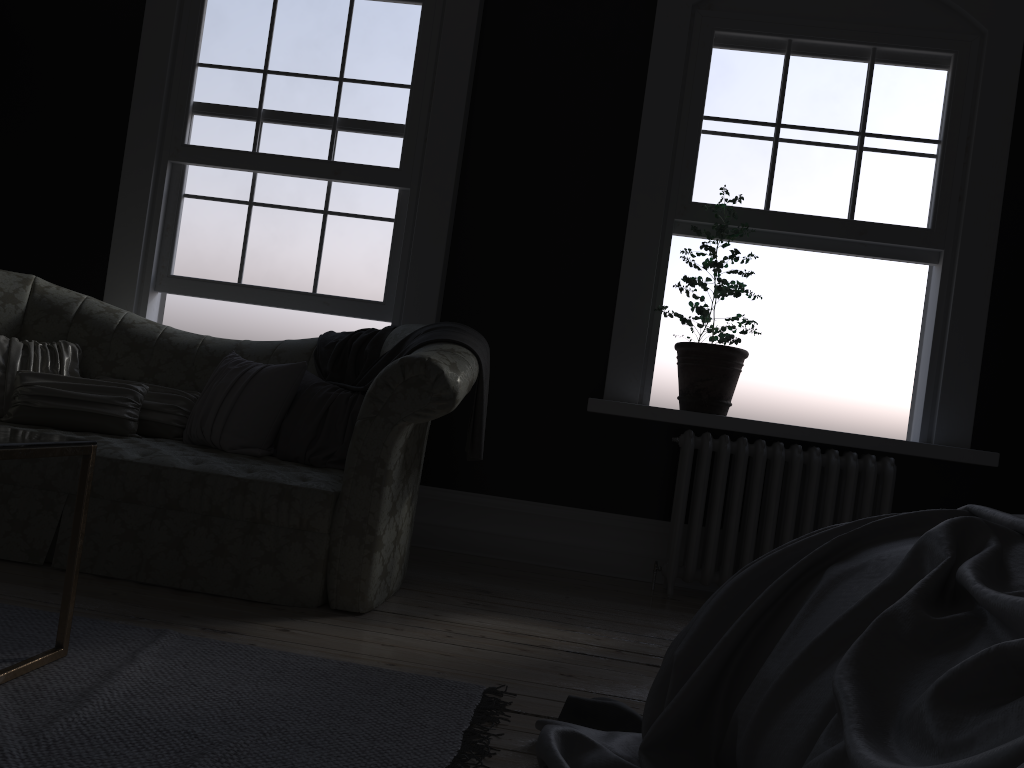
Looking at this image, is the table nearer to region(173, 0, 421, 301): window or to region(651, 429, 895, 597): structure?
region(173, 0, 421, 301): window

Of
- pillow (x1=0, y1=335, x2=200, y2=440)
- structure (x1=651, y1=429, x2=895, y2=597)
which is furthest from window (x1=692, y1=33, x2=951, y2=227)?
pillow (x1=0, y1=335, x2=200, y2=440)

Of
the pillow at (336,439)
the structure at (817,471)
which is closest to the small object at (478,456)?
the pillow at (336,439)

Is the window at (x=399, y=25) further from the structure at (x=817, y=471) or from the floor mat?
the floor mat

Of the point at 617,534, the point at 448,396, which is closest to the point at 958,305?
the point at 617,534

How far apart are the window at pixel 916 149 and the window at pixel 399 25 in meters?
1.6 m

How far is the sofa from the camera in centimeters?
313cm

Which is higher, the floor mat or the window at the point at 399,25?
the window at the point at 399,25

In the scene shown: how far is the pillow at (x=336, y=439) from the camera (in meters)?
3.70

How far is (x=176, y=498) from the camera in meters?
3.2
